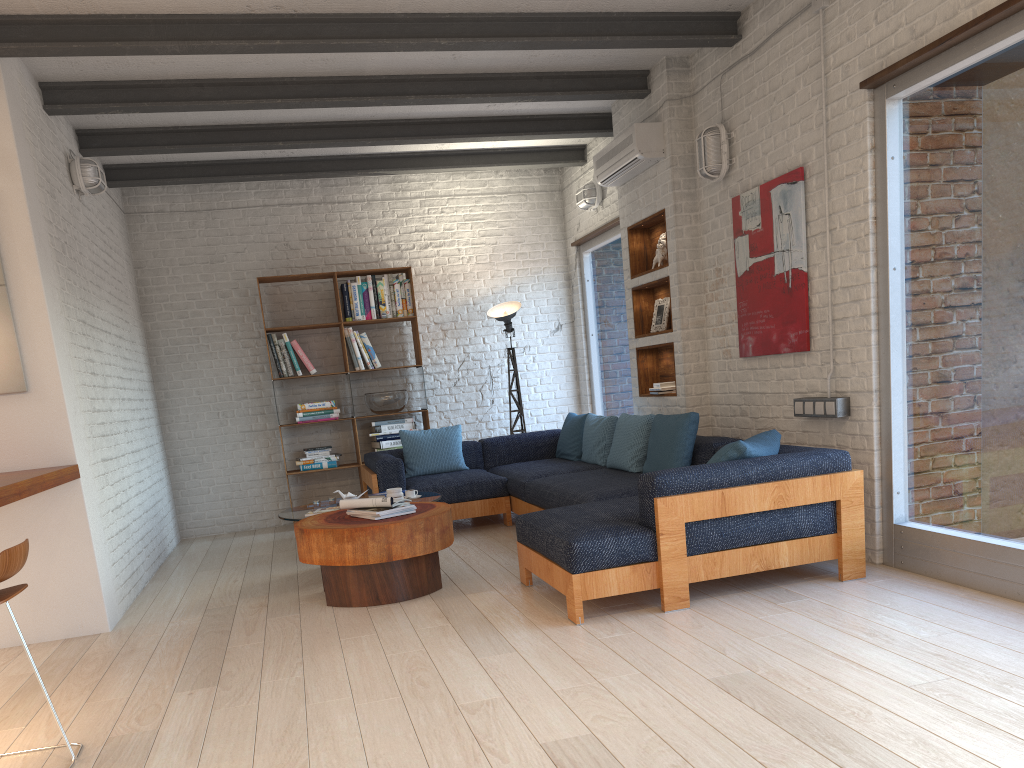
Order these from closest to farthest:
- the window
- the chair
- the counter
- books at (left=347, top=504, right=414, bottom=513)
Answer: the chair, the counter, the window, books at (left=347, top=504, right=414, bottom=513)

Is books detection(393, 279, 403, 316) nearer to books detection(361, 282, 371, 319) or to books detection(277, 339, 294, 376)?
books detection(361, 282, 371, 319)

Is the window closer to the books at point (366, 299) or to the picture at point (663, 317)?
the picture at point (663, 317)

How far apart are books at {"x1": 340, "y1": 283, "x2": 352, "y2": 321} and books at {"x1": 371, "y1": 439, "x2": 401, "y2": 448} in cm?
117

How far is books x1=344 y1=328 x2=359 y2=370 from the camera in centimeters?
791cm

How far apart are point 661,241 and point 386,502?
2.91m

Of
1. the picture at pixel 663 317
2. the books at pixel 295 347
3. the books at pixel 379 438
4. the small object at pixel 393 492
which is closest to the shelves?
the picture at pixel 663 317

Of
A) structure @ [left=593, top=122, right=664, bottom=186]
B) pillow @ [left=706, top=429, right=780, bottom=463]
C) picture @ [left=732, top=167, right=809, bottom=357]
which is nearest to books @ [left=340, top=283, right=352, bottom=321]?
structure @ [left=593, top=122, right=664, bottom=186]

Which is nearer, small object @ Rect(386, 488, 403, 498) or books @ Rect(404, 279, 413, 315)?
small object @ Rect(386, 488, 403, 498)

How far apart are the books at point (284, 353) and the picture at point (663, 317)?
3.3m
